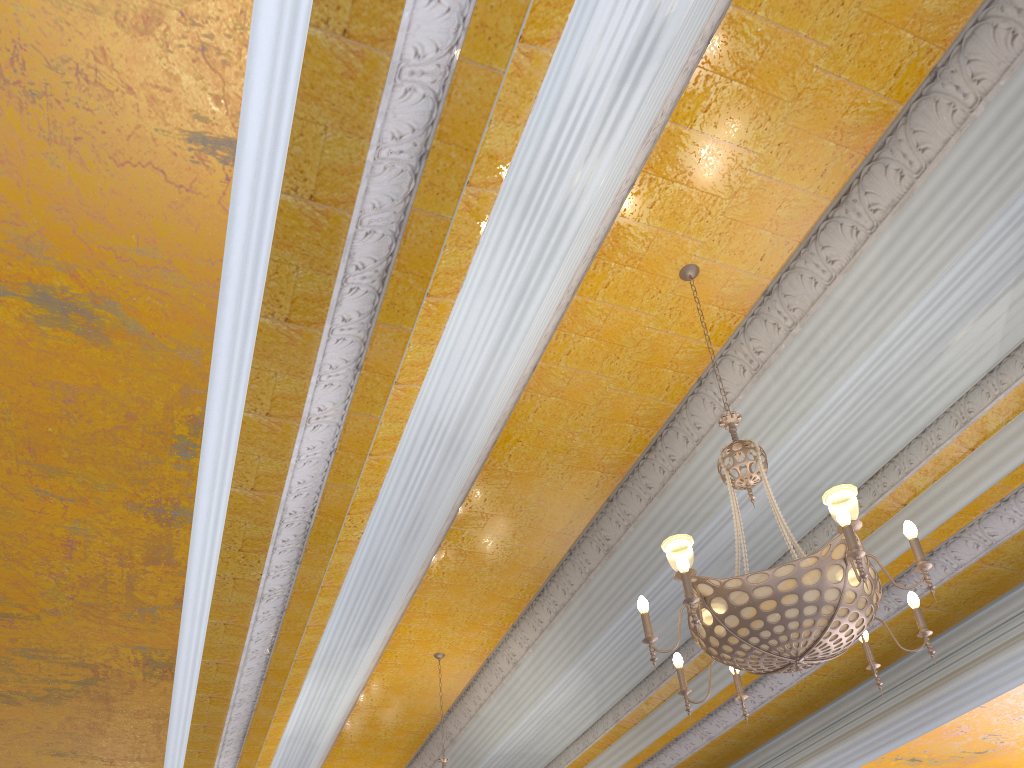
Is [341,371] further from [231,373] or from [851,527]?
[851,527]

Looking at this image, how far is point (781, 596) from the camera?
2.8 meters

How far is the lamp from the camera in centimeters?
277cm

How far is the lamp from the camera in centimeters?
277cm
